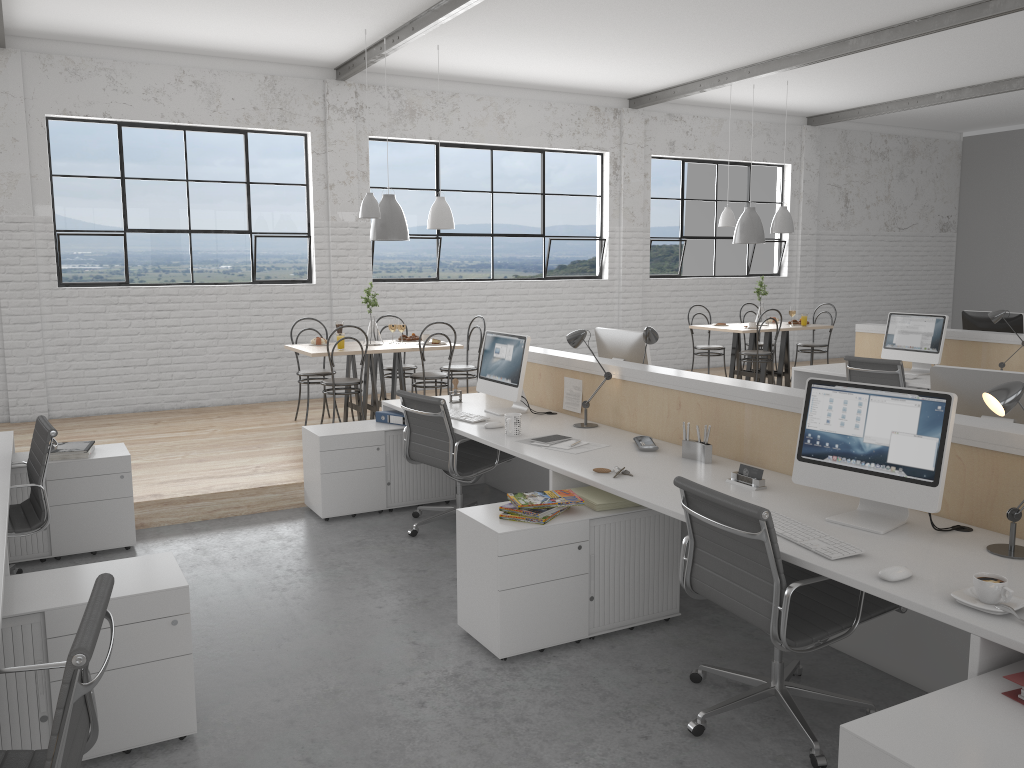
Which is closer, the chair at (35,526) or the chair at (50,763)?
the chair at (50,763)

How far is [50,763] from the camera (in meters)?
1.29

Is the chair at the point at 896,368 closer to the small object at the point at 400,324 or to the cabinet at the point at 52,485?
the small object at the point at 400,324

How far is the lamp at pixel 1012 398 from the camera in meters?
2.0

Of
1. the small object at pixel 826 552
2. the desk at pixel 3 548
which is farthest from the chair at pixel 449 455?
the small object at pixel 826 552

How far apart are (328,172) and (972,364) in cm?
469

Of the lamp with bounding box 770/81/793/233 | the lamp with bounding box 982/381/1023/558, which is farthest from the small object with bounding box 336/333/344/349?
the lamp with bounding box 982/381/1023/558

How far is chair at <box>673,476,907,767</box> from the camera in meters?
2.1

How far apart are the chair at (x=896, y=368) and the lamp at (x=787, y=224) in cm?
219

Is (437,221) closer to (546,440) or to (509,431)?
(509,431)
